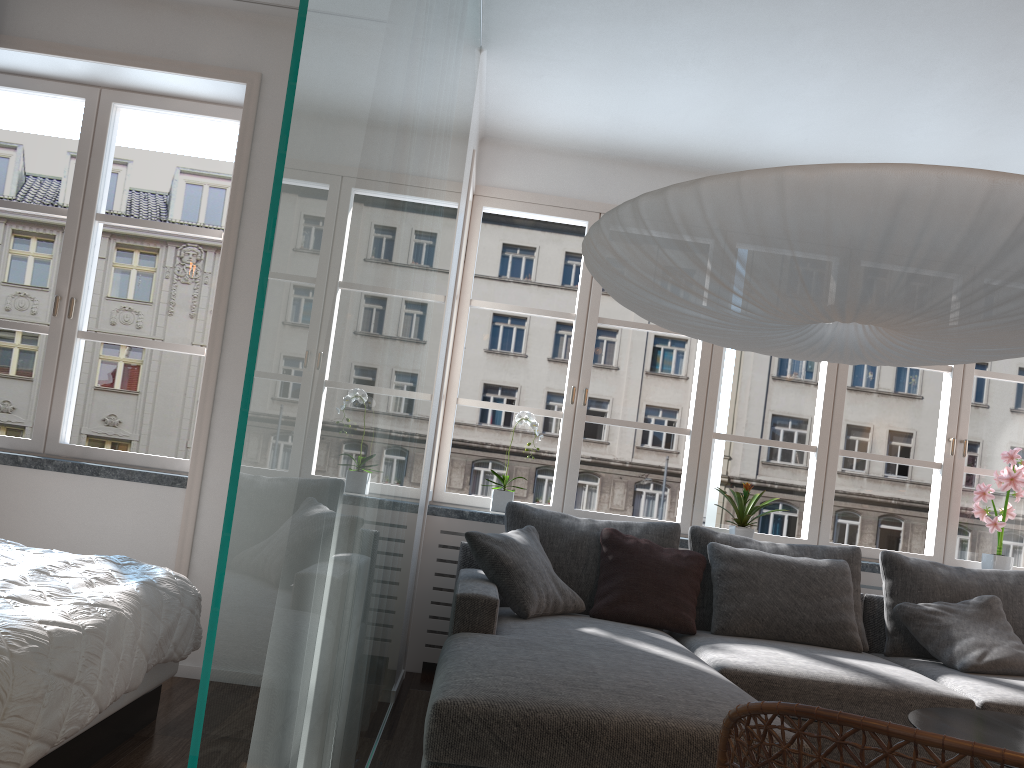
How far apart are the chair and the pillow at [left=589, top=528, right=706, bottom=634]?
2.54m

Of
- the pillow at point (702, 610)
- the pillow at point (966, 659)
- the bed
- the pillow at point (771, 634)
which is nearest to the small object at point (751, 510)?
the pillow at point (702, 610)

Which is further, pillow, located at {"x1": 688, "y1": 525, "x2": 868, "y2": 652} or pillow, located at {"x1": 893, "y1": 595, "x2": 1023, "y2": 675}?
pillow, located at {"x1": 688, "y1": 525, "x2": 868, "y2": 652}

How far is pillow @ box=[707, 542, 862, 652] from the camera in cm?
373

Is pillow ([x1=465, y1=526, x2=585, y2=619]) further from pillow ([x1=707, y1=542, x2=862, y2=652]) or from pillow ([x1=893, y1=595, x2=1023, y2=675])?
pillow ([x1=893, y1=595, x2=1023, y2=675])

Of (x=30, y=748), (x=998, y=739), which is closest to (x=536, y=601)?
(x=998, y=739)

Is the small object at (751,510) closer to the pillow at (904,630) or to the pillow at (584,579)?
the pillow at (584,579)

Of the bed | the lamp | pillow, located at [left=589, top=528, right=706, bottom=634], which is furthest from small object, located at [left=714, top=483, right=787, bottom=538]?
the bed

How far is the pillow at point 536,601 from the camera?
3.5 meters

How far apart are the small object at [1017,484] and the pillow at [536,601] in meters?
2.3
